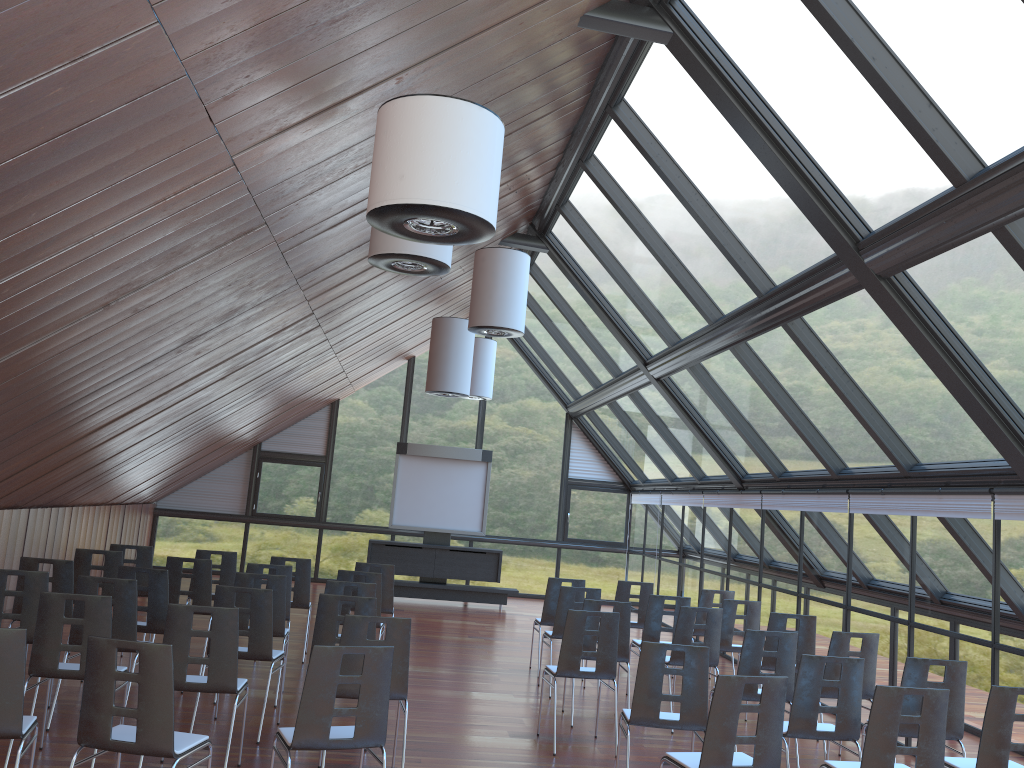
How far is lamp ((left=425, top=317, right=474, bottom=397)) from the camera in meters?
13.1 m

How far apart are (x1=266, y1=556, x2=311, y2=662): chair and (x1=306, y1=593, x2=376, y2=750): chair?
3.35m

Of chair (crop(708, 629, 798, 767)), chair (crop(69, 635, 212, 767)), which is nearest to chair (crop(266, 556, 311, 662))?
chair (crop(708, 629, 798, 767))

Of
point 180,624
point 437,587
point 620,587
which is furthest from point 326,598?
point 437,587

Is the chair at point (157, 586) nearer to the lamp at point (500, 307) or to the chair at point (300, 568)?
the chair at point (300, 568)

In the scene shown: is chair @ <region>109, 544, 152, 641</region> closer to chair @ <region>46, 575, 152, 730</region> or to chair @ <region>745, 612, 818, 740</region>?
chair @ <region>46, 575, 152, 730</region>

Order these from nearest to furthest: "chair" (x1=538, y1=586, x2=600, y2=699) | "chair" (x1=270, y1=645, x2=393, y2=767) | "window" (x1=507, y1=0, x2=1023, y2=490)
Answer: "chair" (x1=270, y1=645, x2=393, y2=767)
"window" (x1=507, y1=0, x2=1023, y2=490)
"chair" (x1=538, y1=586, x2=600, y2=699)

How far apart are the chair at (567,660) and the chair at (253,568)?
3.13m

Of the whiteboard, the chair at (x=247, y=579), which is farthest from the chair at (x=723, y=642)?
the whiteboard

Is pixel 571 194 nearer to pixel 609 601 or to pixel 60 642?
pixel 609 601
